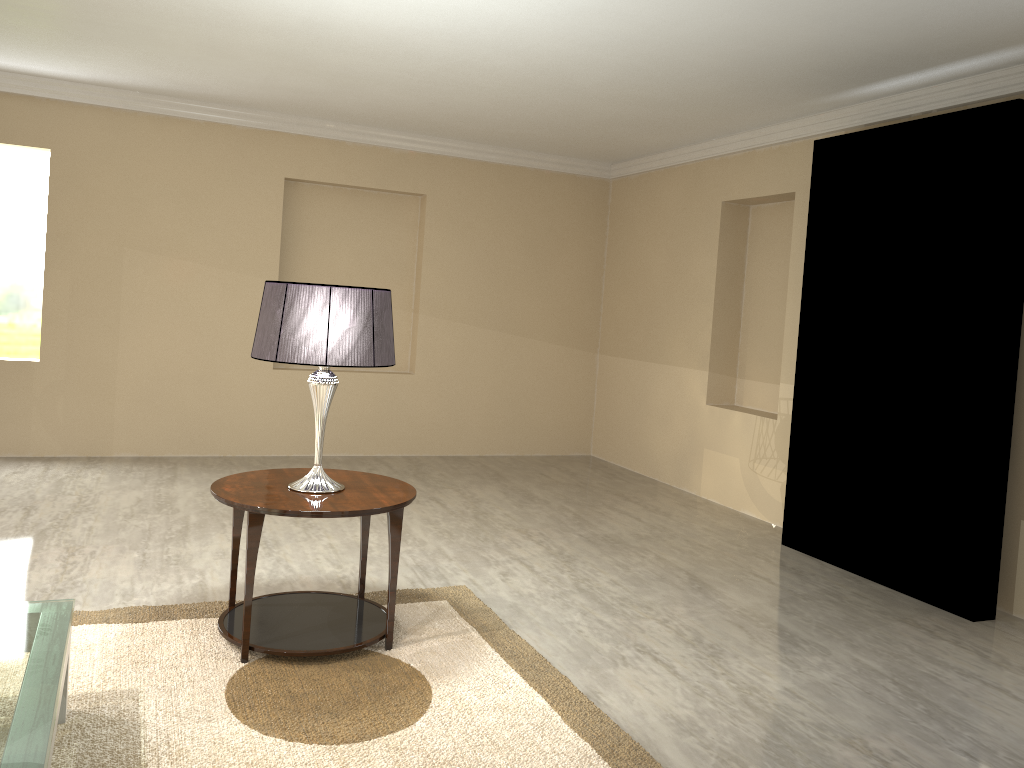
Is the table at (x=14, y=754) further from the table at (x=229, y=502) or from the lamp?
the lamp

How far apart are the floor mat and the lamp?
0.5m

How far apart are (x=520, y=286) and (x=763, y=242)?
1.9 meters

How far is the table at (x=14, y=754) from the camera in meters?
5.6

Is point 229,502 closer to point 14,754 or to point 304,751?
point 304,751

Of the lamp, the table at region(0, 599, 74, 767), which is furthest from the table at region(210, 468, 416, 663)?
the table at region(0, 599, 74, 767)

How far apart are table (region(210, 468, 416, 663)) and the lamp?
0.0 meters

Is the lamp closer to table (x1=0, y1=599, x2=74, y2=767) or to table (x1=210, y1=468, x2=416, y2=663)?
table (x1=210, y1=468, x2=416, y2=663)

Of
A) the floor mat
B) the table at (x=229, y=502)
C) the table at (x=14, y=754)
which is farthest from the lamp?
the table at (x=14, y=754)

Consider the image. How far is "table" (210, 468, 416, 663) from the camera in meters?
2.7
